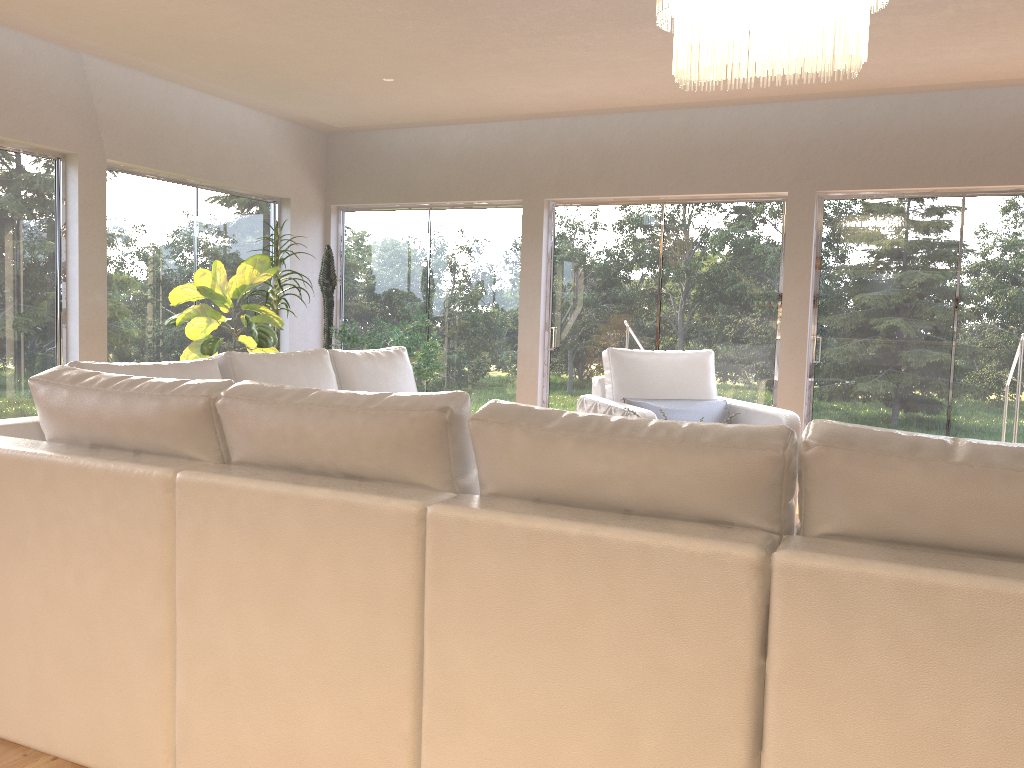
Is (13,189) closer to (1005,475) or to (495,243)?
(495,243)

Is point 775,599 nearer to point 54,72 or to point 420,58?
point 420,58

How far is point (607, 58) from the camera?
5.5 meters

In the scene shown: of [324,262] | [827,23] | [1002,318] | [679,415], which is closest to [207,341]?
[324,262]

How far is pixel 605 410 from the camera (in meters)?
5.23

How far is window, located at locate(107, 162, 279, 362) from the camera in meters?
6.5 m

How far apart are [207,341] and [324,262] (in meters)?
1.64

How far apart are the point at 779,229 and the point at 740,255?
0.3 meters

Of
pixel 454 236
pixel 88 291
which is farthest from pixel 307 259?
pixel 88 291

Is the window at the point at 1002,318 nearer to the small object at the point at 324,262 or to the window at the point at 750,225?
the window at the point at 750,225
